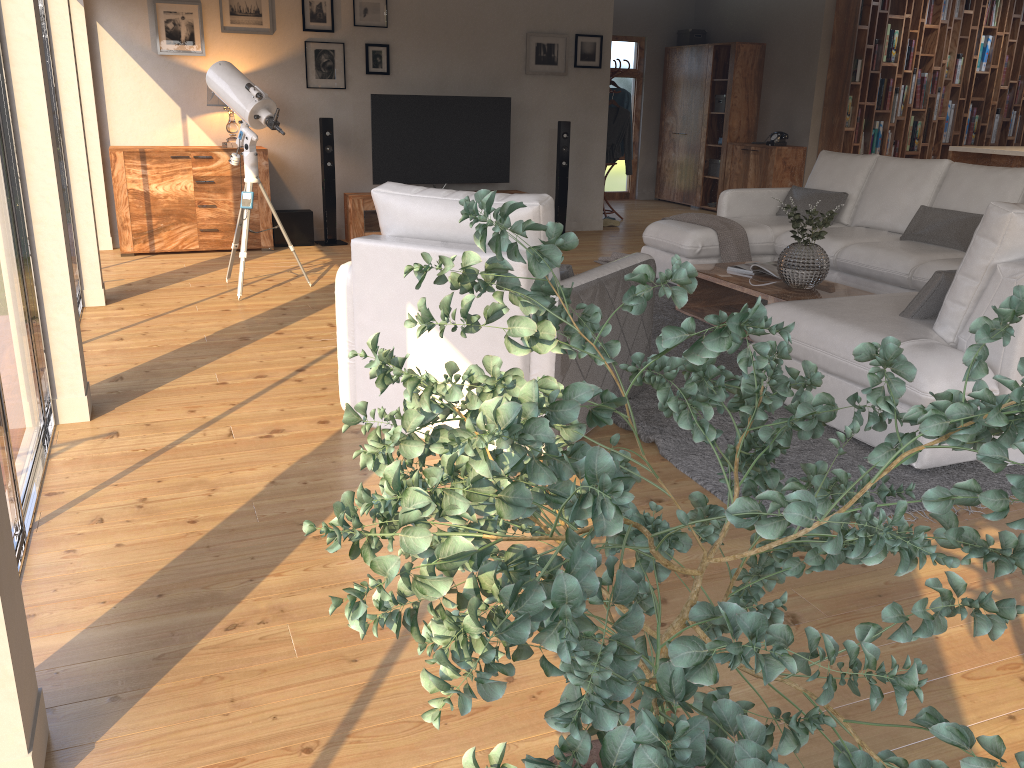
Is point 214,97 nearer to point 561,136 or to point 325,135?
point 325,135

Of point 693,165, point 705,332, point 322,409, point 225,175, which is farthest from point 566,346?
point 693,165

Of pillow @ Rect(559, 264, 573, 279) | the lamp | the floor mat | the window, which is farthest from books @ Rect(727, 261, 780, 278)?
the lamp

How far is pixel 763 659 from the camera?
0.7m

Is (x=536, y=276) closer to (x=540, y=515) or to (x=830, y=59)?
(x=540, y=515)

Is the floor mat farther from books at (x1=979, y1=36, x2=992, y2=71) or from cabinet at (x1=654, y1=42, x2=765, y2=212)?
books at (x1=979, y1=36, x2=992, y2=71)

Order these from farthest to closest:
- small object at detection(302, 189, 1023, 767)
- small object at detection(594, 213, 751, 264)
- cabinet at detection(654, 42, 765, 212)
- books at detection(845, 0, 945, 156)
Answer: cabinet at detection(654, 42, 765, 212) < books at detection(845, 0, 945, 156) < small object at detection(594, 213, 751, 264) < small object at detection(302, 189, 1023, 767)

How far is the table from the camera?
4.87m

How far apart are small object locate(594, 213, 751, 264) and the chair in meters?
2.4 m

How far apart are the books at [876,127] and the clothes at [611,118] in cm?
274
